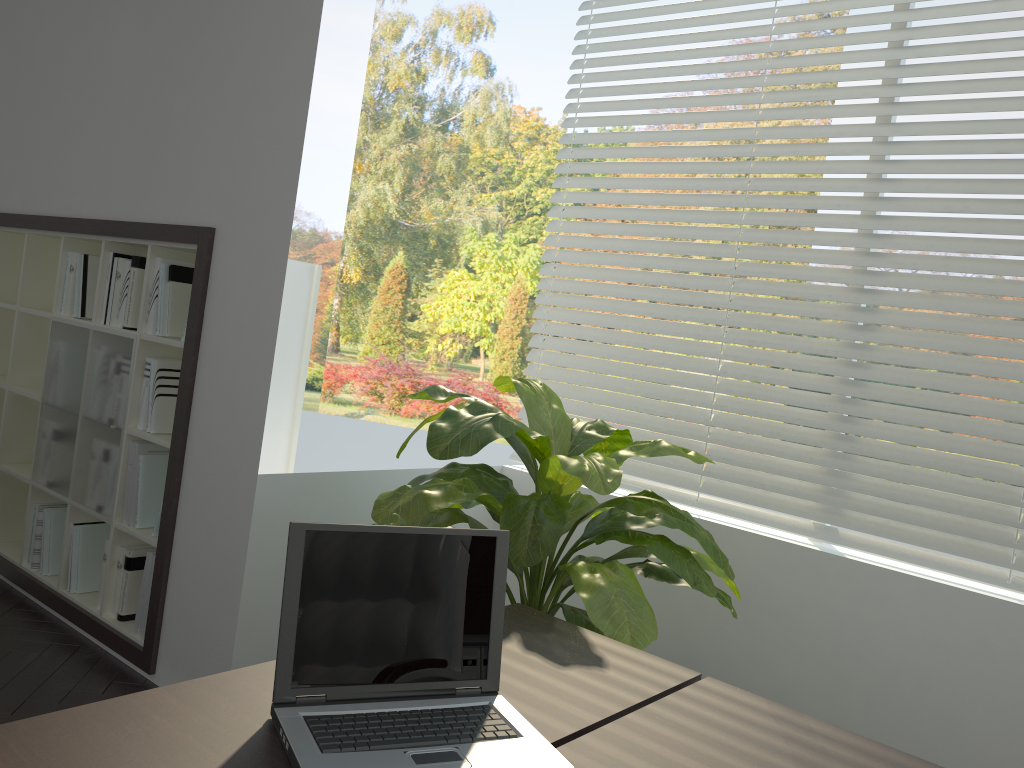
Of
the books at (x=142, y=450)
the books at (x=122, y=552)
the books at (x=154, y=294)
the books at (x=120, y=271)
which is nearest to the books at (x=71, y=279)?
the books at (x=120, y=271)

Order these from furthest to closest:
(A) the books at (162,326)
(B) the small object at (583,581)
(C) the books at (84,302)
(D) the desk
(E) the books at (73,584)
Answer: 1. (C) the books at (84,302)
2. (E) the books at (73,584)
3. (A) the books at (162,326)
4. (B) the small object at (583,581)
5. (D) the desk

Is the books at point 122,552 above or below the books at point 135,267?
below

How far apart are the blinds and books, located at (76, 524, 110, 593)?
1.63m

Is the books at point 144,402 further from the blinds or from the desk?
the desk

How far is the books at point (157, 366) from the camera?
3.1 meters

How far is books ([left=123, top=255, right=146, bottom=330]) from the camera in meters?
3.2 m

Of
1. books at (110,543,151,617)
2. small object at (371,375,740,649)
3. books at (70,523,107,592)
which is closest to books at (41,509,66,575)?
books at (70,523,107,592)

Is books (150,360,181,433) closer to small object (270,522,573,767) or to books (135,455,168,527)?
books (135,455,168,527)

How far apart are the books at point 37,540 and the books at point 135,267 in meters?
1.0
